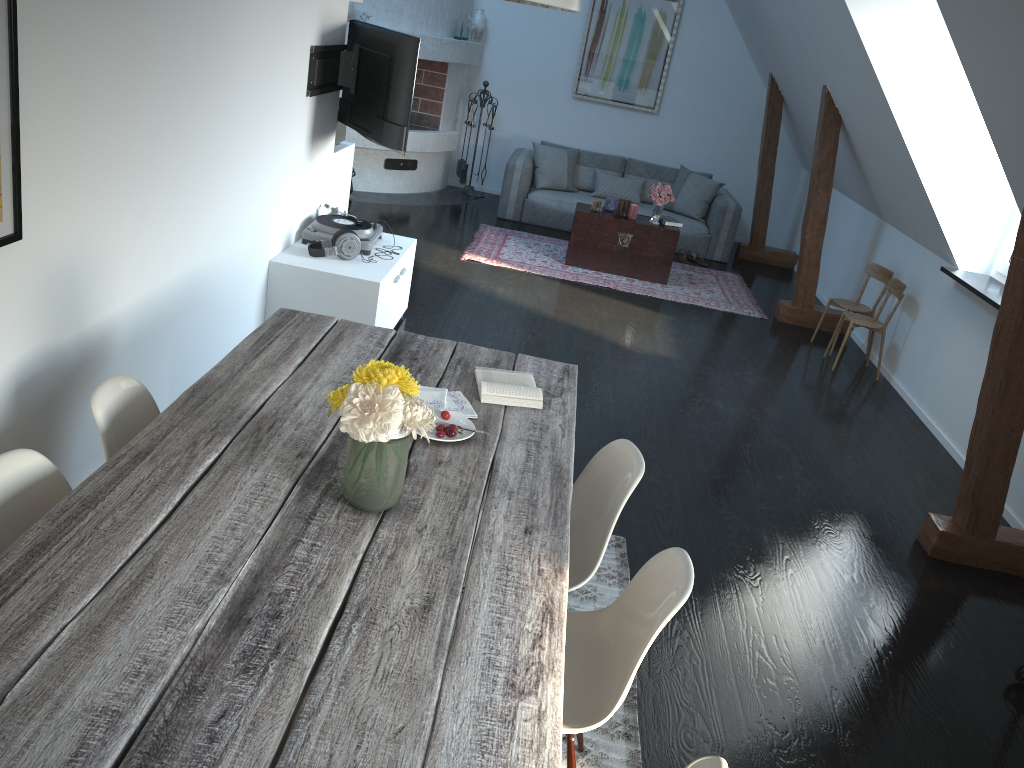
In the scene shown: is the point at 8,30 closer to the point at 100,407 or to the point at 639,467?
the point at 100,407

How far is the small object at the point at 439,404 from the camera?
2.72m

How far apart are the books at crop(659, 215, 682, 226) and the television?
3.3m

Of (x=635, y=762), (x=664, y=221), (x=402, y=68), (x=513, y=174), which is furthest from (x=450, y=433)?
(x=513, y=174)

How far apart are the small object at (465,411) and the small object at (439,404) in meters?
0.0 m

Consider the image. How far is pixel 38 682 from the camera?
1.5 meters

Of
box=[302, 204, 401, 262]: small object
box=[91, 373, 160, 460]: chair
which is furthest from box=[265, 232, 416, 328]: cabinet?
box=[91, 373, 160, 460]: chair

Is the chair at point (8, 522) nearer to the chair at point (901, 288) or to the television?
the television

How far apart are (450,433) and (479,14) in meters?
8.0 m

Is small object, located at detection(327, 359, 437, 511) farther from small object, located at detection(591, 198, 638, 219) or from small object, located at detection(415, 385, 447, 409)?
small object, located at detection(591, 198, 638, 219)
